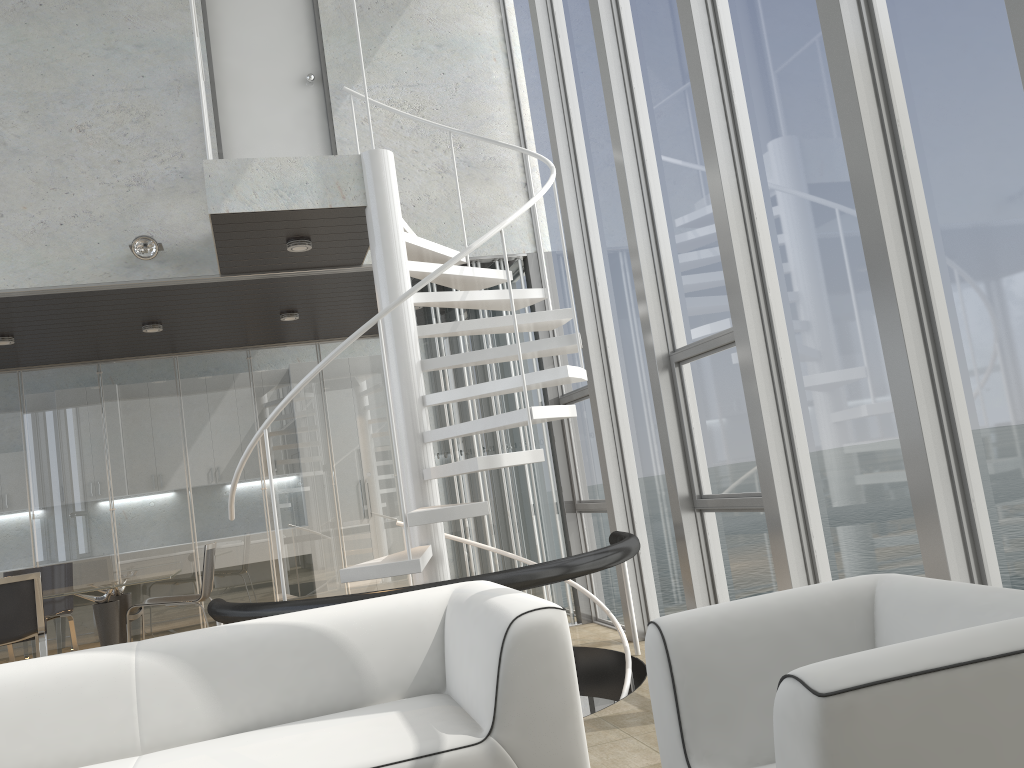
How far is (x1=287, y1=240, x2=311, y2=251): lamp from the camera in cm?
538

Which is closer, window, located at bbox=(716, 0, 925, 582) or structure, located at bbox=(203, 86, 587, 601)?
window, located at bbox=(716, 0, 925, 582)

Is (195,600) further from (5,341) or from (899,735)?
(899,735)

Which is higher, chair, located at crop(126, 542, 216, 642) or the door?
the door

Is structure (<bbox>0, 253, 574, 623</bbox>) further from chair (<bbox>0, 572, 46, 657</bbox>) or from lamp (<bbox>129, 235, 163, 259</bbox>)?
chair (<bbox>0, 572, 46, 657</bbox>)

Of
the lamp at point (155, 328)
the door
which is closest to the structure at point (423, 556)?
the door

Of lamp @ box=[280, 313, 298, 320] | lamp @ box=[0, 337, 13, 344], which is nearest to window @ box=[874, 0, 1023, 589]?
lamp @ box=[280, 313, 298, 320]

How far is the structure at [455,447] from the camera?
6.22m

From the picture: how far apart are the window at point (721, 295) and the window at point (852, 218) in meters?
0.3 m

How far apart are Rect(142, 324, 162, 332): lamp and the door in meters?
1.7
